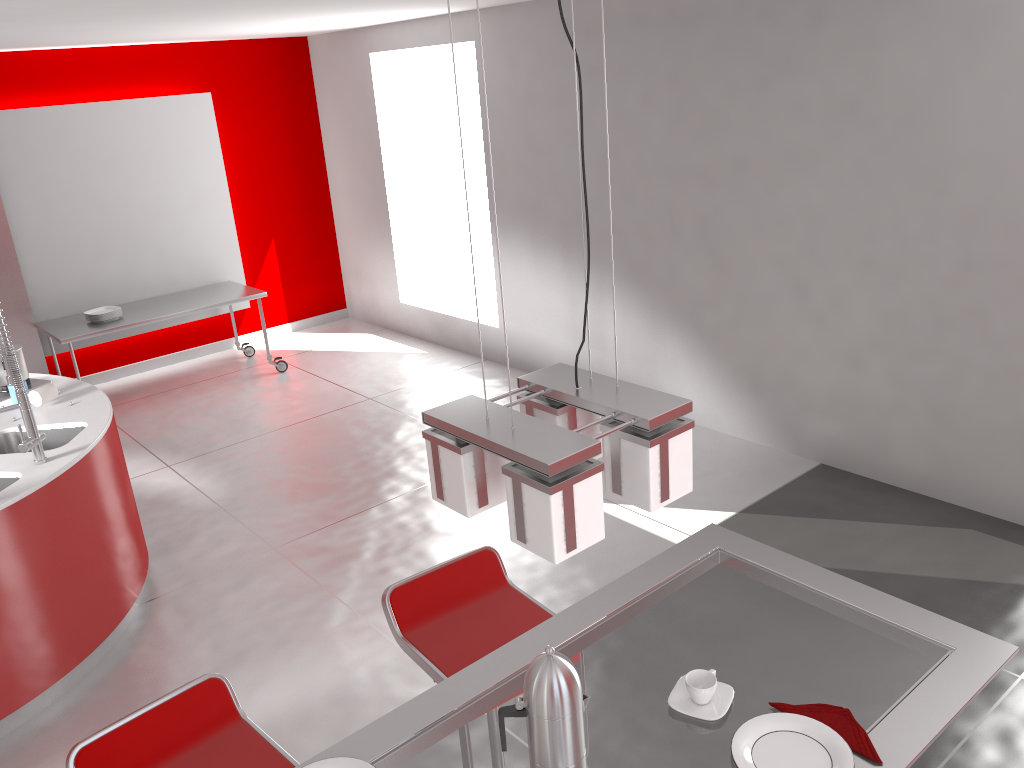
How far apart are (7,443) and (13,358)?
0.8 meters

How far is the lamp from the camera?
1.2 meters

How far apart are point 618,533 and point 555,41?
3.2m

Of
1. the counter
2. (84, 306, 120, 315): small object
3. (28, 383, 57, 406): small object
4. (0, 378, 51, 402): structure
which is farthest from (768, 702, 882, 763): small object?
(84, 306, 120, 315): small object

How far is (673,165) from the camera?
5.18m

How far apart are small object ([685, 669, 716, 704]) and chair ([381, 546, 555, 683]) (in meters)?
0.76

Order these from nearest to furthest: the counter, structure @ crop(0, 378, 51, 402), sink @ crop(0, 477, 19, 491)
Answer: the counter, sink @ crop(0, 477, 19, 491), structure @ crop(0, 378, 51, 402)

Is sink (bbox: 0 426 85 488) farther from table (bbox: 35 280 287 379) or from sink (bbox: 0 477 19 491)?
table (bbox: 35 280 287 379)

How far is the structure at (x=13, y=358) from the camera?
3.41m

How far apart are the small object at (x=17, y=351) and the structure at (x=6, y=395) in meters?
0.0
